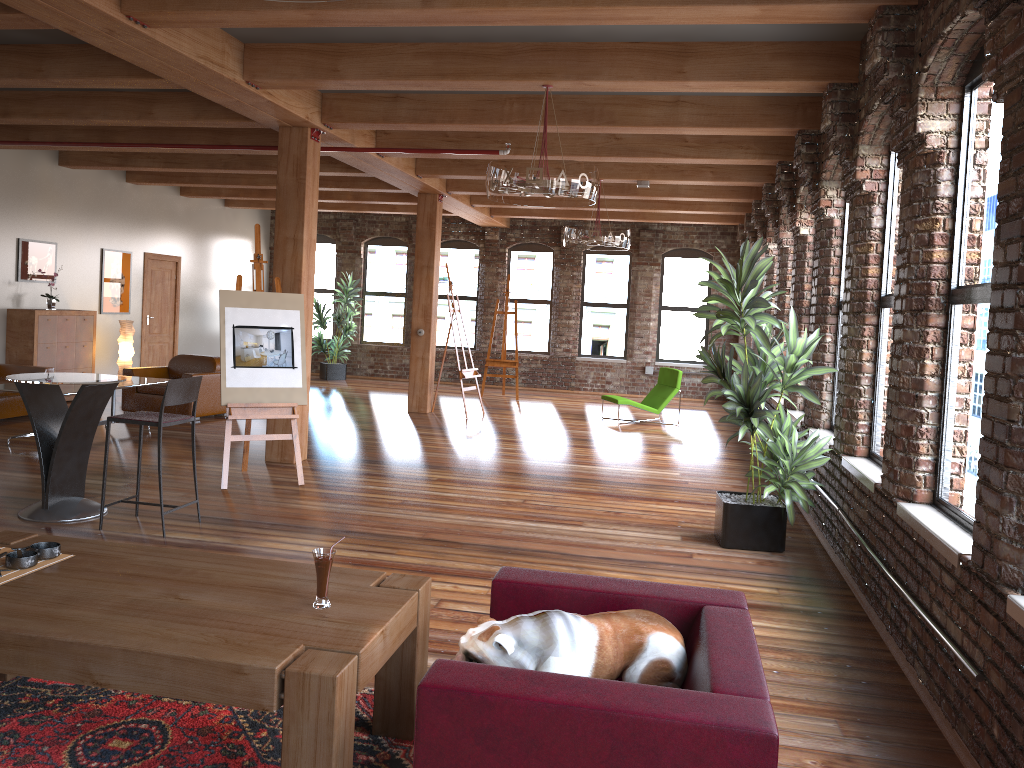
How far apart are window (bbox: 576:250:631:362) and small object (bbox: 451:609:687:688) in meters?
14.1

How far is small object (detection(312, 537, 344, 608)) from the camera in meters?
2.8 m

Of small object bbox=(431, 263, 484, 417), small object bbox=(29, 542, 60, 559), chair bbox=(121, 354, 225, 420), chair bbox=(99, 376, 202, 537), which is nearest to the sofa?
chair bbox=(121, 354, 225, 420)

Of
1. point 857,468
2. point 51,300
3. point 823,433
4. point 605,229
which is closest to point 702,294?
point 605,229

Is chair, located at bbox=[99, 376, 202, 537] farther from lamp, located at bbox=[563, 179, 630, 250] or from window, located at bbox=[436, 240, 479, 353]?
window, located at bbox=[436, 240, 479, 353]

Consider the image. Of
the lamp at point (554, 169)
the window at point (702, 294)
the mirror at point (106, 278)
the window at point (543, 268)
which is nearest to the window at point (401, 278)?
the window at point (543, 268)

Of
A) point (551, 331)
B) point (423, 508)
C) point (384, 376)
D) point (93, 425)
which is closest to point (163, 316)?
point (384, 376)

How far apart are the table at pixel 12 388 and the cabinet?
2.4 meters

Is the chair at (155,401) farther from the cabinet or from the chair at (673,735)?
the chair at (673,735)

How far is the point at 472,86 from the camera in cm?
633
